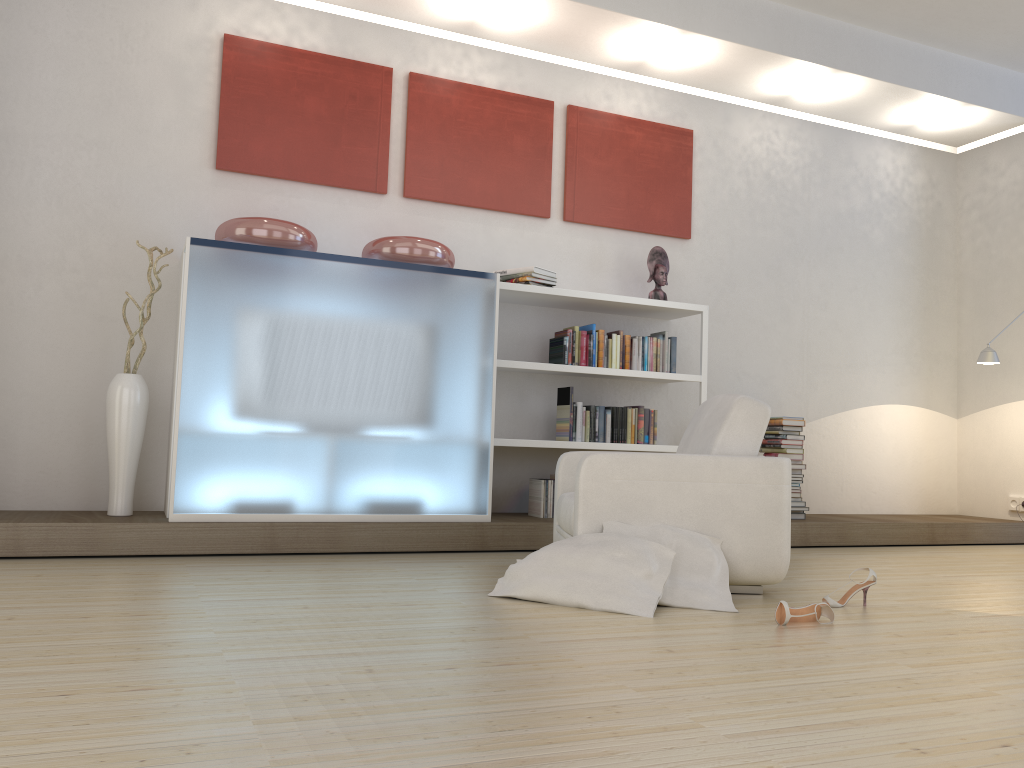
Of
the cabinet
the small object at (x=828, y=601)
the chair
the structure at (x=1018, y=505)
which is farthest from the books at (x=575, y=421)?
the structure at (x=1018, y=505)

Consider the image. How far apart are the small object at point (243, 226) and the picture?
0.60m

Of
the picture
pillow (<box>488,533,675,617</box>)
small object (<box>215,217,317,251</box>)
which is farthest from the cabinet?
pillow (<box>488,533,675,617</box>)

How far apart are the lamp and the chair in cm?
323

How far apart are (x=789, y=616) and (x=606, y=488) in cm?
88

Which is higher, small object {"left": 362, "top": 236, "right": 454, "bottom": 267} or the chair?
small object {"left": 362, "top": 236, "right": 454, "bottom": 267}

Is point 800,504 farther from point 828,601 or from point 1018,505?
point 828,601

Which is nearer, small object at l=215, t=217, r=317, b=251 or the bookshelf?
small object at l=215, t=217, r=317, b=251

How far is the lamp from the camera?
6.3 meters

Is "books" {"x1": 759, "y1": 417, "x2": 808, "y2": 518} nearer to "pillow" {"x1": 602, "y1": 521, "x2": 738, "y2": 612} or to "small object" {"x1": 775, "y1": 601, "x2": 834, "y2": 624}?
"pillow" {"x1": 602, "y1": 521, "x2": 738, "y2": 612}
